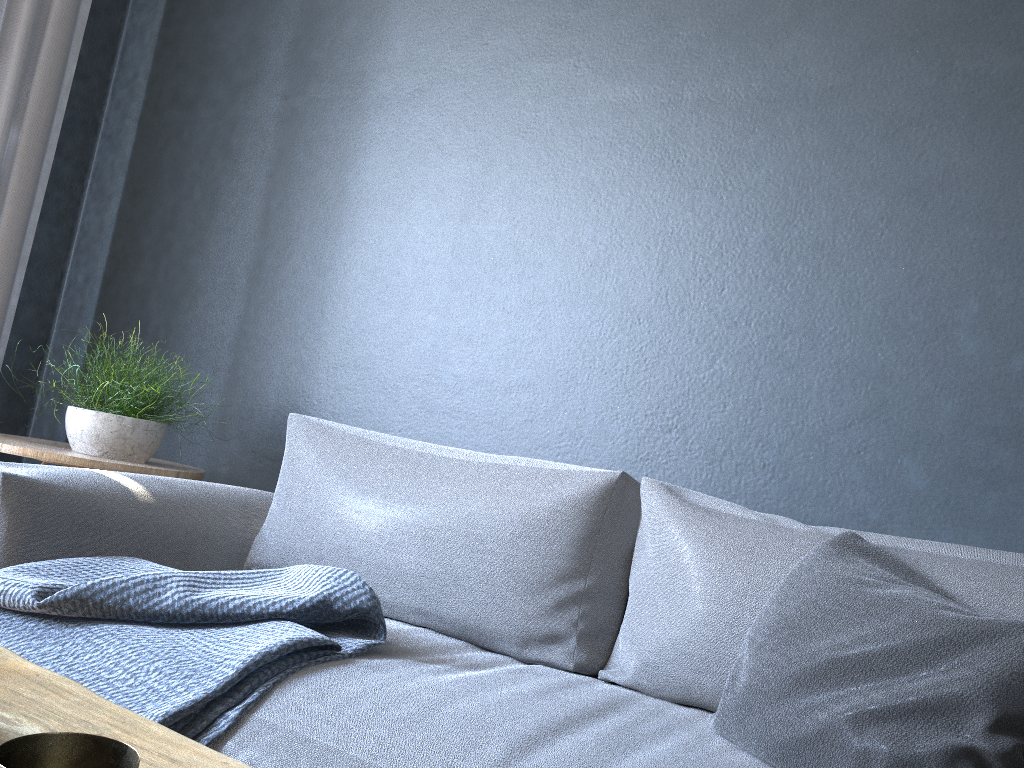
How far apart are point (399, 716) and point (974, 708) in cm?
70

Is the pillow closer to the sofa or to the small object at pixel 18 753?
the sofa

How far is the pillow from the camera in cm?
97

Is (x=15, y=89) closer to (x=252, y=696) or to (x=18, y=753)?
(x=252, y=696)

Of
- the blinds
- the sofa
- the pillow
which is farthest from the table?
the blinds

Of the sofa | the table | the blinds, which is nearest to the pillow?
the sofa

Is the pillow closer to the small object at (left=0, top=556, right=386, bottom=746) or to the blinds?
the small object at (left=0, top=556, right=386, bottom=746)

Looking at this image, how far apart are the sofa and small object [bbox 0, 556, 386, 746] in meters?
0.0 m

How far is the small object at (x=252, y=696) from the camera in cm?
122

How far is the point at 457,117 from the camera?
2.4 meters
